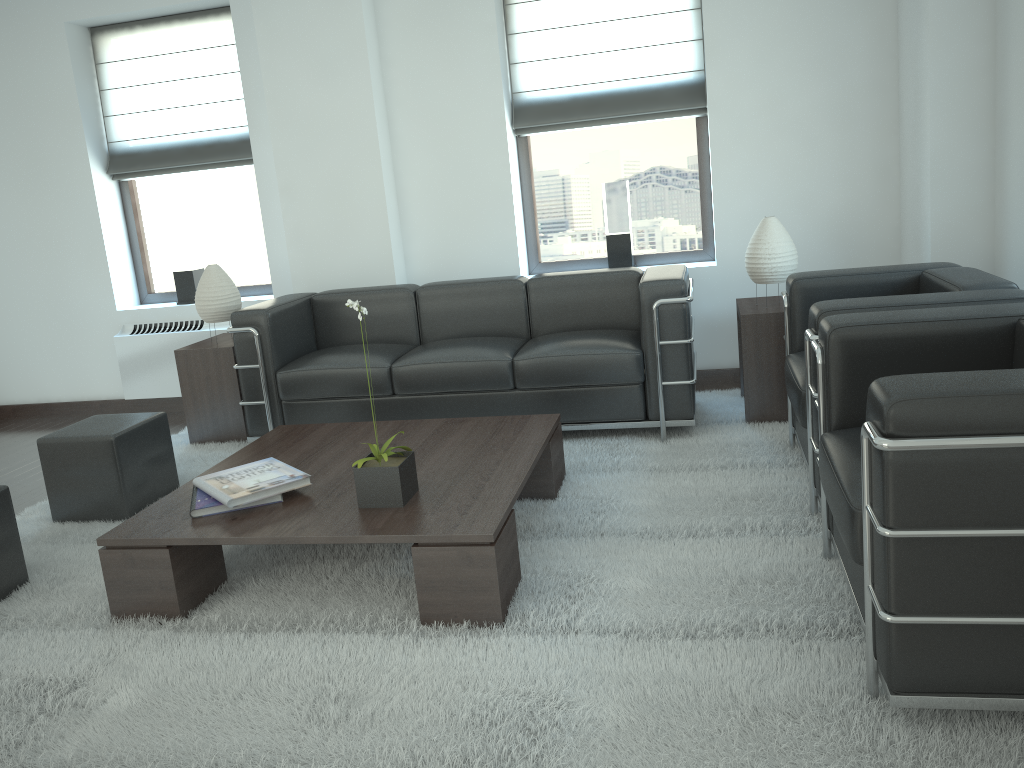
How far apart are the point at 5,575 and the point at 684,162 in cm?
600

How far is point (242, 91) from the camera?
8.3m

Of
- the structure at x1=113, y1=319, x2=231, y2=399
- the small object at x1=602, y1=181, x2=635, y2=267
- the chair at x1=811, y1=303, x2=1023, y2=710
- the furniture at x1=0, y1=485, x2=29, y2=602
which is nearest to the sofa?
the small object at x1=602, y1=181, x2=635, y2=267

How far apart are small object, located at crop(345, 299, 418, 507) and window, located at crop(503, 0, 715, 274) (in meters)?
4.13

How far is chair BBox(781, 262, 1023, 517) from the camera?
4.2m

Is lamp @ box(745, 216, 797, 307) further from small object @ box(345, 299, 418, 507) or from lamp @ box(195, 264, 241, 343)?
lamp @ box(195, 264, 241, 343)

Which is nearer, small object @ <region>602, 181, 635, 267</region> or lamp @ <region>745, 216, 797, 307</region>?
lamp @ <region>745, 216, 797, 307</region>

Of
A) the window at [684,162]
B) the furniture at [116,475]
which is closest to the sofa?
the furniture at [116,475]

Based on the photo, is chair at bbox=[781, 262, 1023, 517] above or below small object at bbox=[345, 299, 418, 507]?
above

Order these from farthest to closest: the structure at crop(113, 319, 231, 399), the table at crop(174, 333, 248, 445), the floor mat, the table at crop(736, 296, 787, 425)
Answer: the structure at crop(113, 319, 231, 399) < the table at crop(174, 333, 248, 445) < the table at crop(736, 296, 787, 425) < the floor mat
